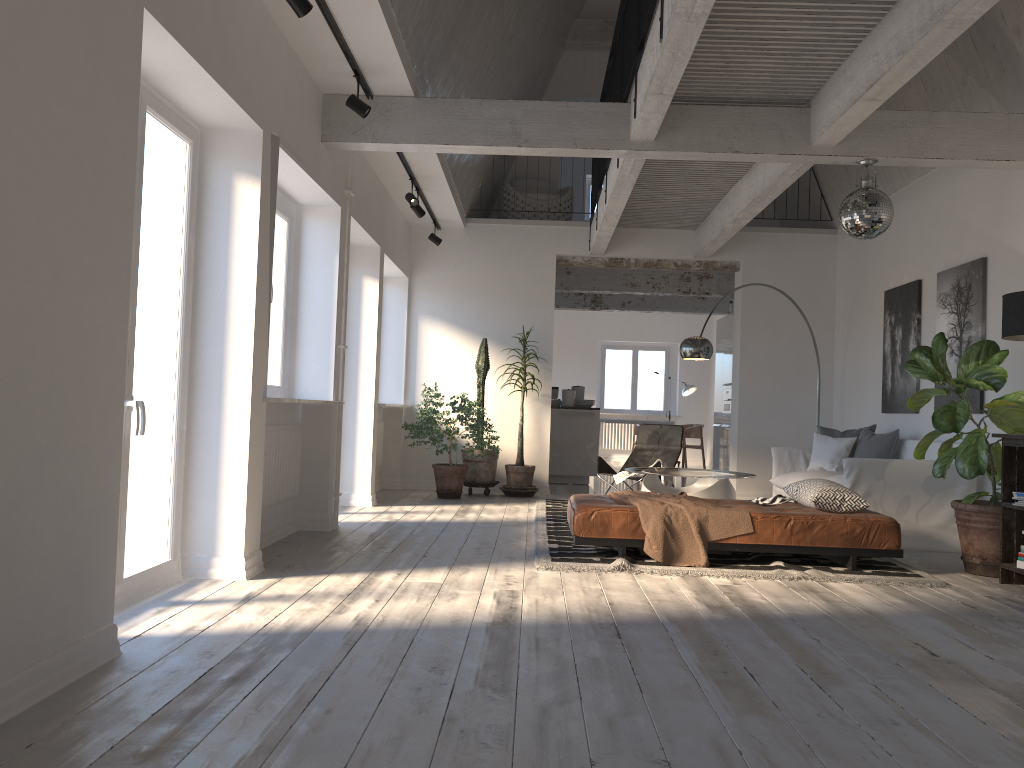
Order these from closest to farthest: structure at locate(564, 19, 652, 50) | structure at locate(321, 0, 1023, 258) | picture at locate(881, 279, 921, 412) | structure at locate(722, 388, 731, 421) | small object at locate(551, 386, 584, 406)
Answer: structure at locate(321, 0, 1023, 258), picture at locate(881, 279, 921, 412), structure at locate(564, 19, 652, 50), small object at locate(551, 386, 584, 406), structure at locate(722, 388, 731, 421)

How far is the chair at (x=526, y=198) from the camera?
10.8 meters

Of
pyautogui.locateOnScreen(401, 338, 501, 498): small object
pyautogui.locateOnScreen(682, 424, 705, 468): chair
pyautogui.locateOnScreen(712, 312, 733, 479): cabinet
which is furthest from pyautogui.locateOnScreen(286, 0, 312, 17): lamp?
pyautogui.locateOnScreen(682, 424, 705, 468): chair

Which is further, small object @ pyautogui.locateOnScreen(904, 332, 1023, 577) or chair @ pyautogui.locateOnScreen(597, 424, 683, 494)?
chair @ pyautogui.locateOnScreen(597, 424, 683, 494)

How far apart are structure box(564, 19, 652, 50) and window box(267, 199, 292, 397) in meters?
6.7

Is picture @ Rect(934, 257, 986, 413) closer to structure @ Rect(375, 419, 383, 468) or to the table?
the table

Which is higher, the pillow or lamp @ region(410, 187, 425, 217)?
lamp @ region(410, 187, 425, 217)

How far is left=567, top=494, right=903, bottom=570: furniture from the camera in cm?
539

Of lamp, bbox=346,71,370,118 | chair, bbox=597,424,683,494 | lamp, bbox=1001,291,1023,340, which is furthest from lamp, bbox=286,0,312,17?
chair, bbox=597,424,683,494

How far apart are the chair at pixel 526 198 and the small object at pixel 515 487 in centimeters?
218cm
